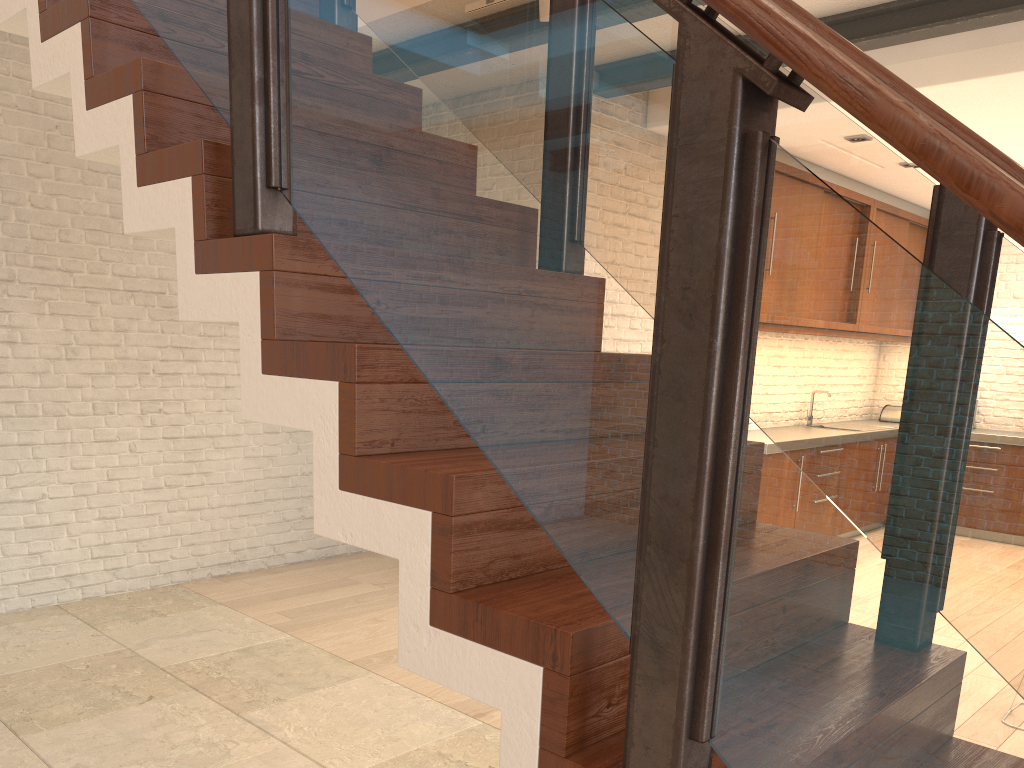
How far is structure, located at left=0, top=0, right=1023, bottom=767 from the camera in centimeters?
91cm

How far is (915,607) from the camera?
0.91m

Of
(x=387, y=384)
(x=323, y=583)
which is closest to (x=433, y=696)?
(x=323, y=583)

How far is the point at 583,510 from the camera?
1.2m
